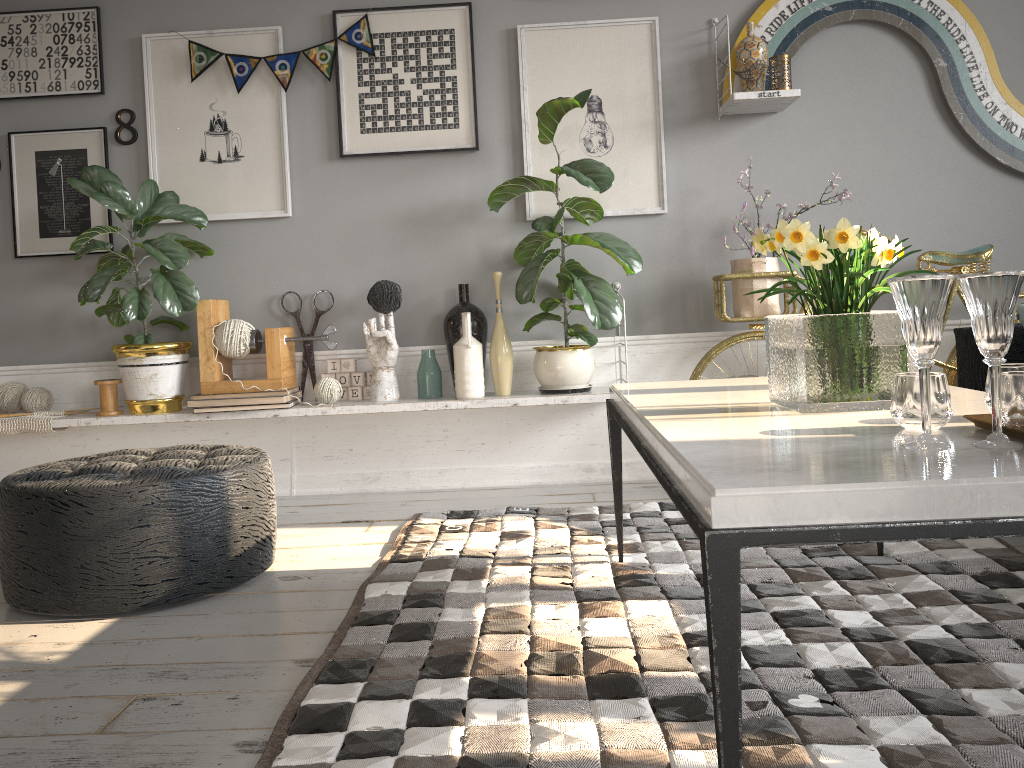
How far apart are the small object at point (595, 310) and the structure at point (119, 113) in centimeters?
153cm

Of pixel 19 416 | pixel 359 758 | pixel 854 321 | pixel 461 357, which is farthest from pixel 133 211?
pixel 854 321

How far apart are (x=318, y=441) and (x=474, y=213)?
1.2m

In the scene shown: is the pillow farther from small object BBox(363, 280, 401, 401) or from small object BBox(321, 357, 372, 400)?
small object BBox(321, 357, 372, 400)

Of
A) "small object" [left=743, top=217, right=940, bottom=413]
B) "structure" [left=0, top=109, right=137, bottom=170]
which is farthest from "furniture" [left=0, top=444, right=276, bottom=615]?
"structure" [left=0, top=109, right=137, bottom=170]

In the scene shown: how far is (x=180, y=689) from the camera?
1.79m

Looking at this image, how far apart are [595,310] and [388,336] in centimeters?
82cm

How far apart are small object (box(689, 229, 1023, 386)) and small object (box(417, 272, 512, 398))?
0.7 meters

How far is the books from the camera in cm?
341

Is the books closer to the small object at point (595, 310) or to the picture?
the picture
